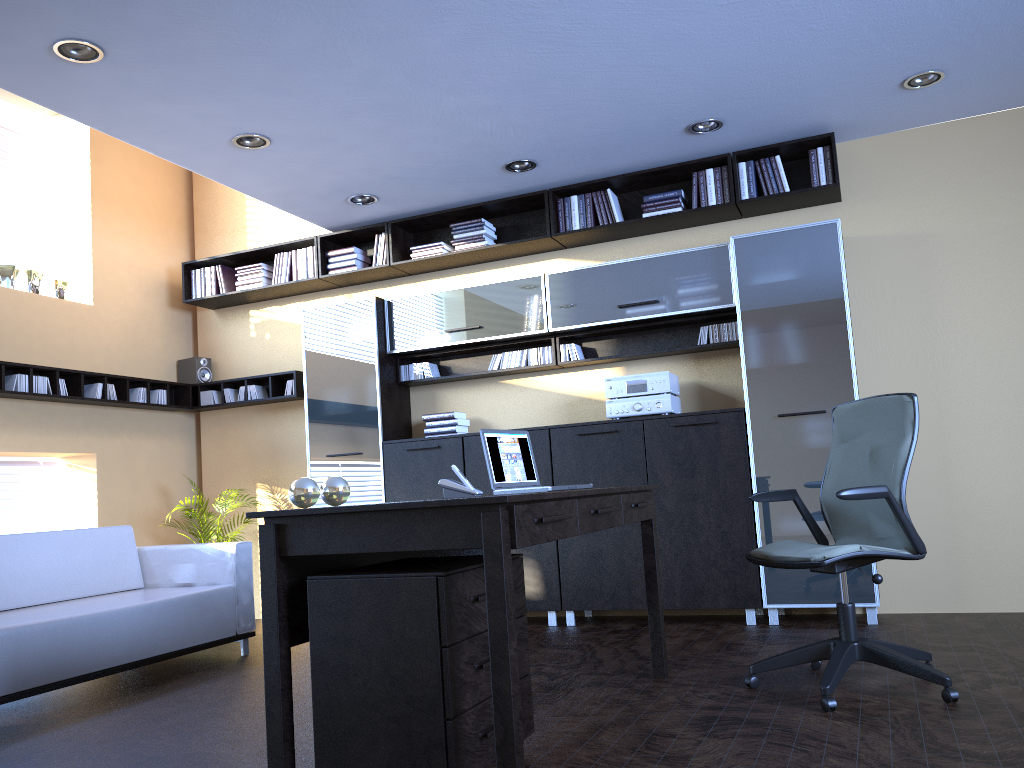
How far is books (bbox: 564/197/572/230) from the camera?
6.2m

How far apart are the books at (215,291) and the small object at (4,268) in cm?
148

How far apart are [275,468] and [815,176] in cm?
468

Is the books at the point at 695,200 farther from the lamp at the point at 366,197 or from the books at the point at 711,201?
the lamp at the point at 366,197

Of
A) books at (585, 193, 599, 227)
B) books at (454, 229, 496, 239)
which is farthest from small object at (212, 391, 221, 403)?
books at (585, 193, 599, 227)

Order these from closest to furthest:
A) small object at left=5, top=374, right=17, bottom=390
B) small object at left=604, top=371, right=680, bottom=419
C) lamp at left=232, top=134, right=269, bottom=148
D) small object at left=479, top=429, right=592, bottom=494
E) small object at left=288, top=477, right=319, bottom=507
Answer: small object at left=288, top=477, right=319, bottom=507, small object at left=479, top=429, right=592, bottom=494, lamp at left=232, top=134, right=269, bottom=148, small object at left=604, top=371, right=680, bottom=419, small object at left=5, top=374, right=17, bottom=390

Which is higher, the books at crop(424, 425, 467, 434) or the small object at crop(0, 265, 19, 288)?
the small object at crop(0, 265, 19, 288)

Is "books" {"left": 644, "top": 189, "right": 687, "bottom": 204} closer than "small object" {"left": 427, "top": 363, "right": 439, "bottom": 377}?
Yes

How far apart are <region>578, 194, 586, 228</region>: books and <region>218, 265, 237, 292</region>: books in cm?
308

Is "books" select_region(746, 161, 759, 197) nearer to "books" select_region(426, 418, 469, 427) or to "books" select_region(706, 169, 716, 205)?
"books" select_region(706, 169, 716, 205)
